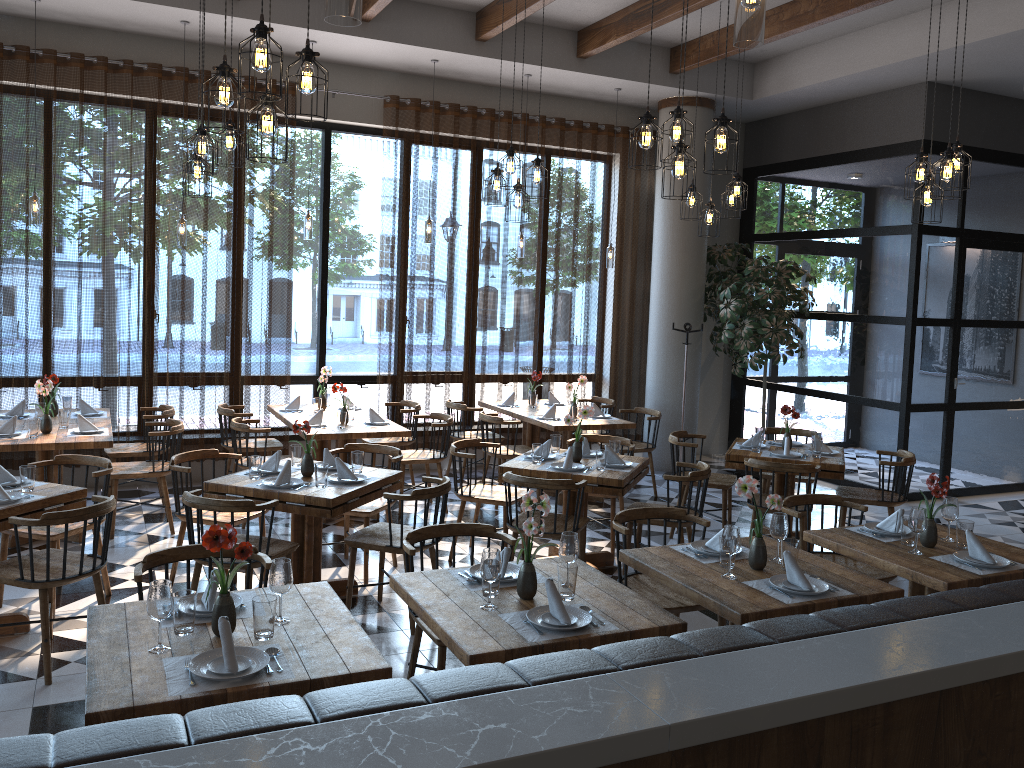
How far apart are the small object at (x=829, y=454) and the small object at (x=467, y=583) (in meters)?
3.86

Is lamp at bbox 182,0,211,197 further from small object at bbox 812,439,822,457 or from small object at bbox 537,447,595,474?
small object at bbox 812,439,822,457

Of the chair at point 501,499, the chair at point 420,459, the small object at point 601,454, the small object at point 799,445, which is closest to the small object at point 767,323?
the small object at point 799,445

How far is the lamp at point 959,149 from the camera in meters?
5.6

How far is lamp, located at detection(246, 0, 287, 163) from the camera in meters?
3.8 m

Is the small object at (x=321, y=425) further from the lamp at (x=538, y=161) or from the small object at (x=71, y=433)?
the lamp at (x=538, y=161)

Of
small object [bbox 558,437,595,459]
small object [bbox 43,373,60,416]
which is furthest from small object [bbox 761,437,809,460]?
small object [bbox 43,373,60,416]

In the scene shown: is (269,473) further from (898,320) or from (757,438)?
(898,320)

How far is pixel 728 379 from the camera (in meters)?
11.01

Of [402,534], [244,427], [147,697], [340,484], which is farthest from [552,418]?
[147,697]
